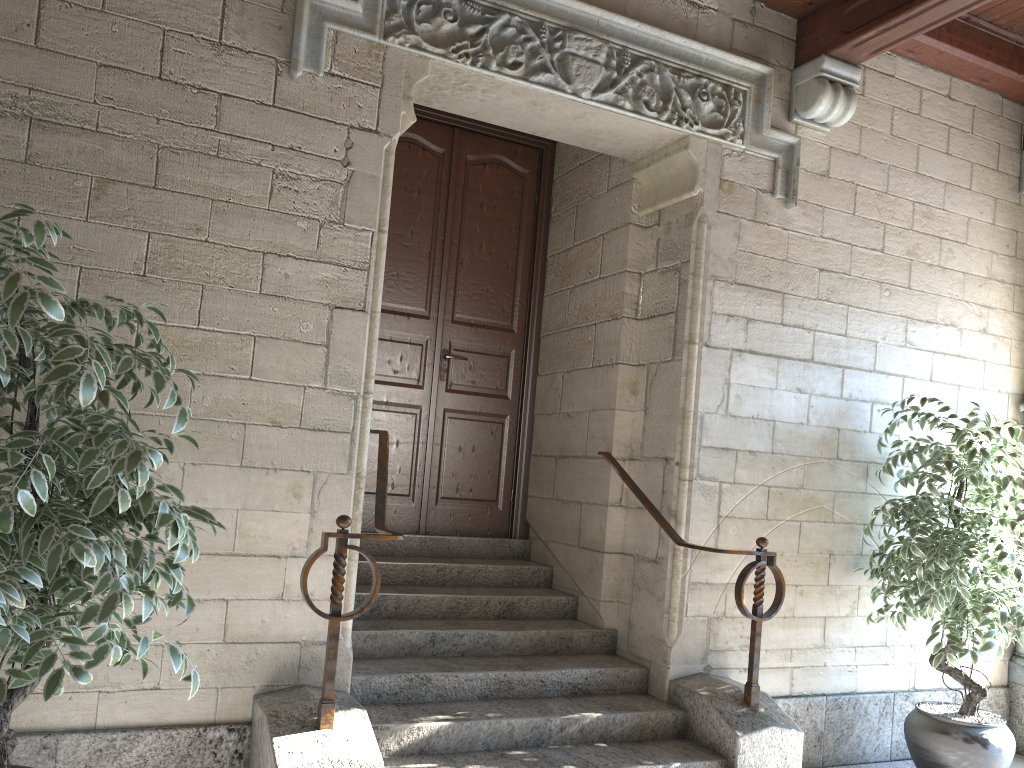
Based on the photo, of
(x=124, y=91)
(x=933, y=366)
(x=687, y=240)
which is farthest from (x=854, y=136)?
(x=124, y=91)

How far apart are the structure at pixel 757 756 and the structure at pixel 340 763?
0.97m

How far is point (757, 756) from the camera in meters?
3.1

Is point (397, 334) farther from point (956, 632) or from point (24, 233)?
point (956, 632)

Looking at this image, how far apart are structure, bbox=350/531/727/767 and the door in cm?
6

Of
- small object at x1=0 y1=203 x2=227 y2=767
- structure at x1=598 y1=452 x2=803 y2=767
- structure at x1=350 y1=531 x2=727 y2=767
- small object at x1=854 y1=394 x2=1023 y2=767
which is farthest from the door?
small object at x1=0 y1=203 x2=227 y2=767

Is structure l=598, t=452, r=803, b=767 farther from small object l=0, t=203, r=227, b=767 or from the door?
small object l=0, t=203, r=227, b=767

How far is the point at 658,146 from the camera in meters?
3.7 m

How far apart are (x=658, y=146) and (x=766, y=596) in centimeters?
192cm

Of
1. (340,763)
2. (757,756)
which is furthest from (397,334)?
(757,756)
